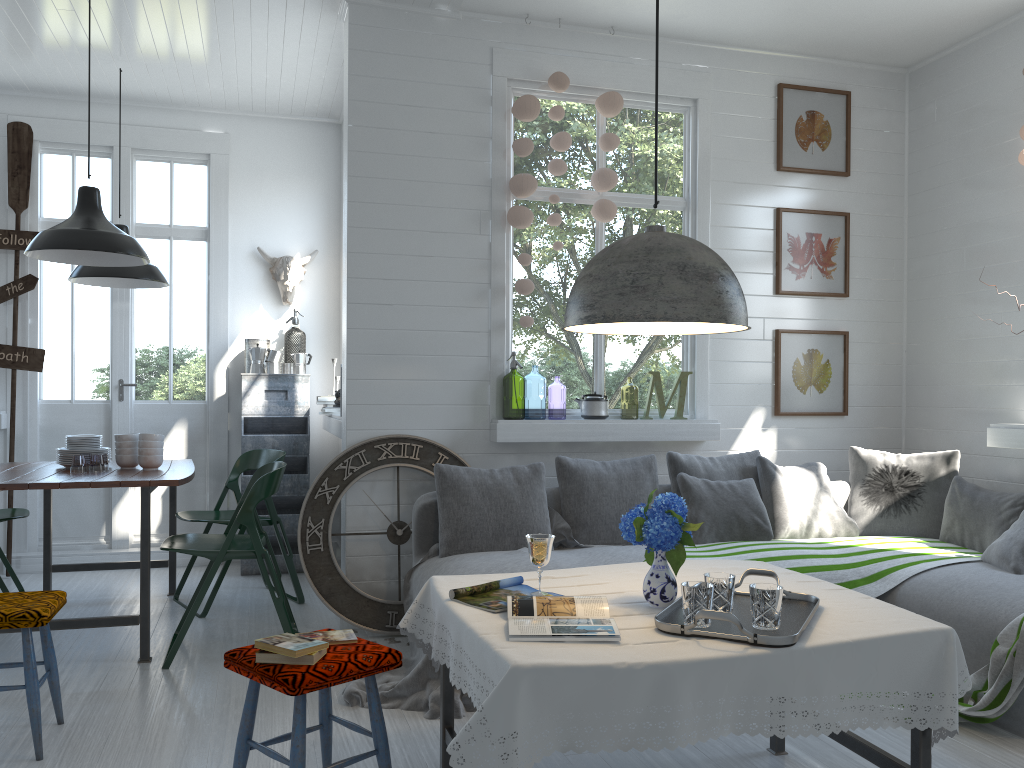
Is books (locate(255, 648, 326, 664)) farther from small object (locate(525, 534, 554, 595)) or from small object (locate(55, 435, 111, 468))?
small object (locate(55, 435, 111, 468))

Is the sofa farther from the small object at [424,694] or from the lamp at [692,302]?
the lamp at [692,302]

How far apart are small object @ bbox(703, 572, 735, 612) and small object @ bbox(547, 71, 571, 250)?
3.1m

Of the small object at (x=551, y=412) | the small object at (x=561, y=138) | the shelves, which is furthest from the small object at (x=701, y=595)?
the small object at (x=551, y=412)

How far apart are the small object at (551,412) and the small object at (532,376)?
1.01m

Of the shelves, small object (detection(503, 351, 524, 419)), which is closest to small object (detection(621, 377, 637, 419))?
small object (detection(503, 351, 524, 419))

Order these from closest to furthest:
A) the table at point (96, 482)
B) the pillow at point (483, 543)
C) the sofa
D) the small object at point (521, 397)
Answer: the sofa, the table at point (96, 482), the pillow at point (483, 543), the small object at point (521, 397)

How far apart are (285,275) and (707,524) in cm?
403

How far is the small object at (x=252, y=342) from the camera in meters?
7.1

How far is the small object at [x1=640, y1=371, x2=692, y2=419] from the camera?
5.64m
